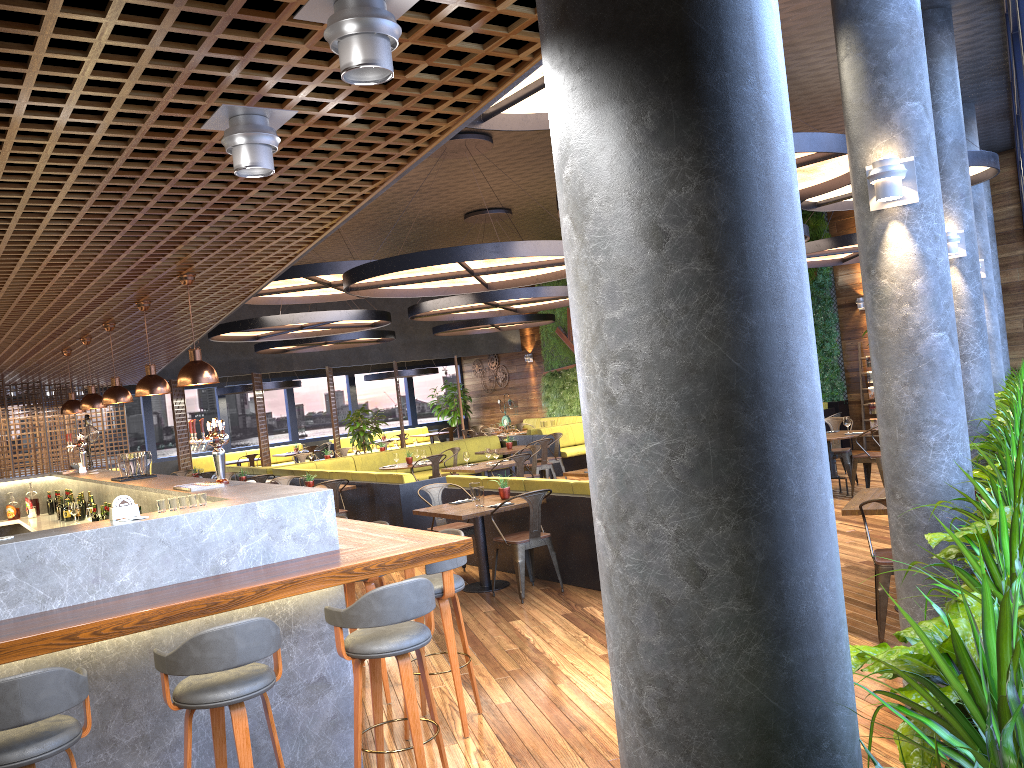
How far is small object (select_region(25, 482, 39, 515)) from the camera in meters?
9.9

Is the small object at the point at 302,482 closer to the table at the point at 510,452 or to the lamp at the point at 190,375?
the table at the point at 510,452

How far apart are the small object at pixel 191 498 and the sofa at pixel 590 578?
4.0 meters

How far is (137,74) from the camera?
2.3m

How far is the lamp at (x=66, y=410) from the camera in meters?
9.3 m

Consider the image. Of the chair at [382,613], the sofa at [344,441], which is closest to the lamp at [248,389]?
the sofa at [344,441]

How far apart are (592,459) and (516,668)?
4.6 meters

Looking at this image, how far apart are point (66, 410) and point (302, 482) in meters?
2.9

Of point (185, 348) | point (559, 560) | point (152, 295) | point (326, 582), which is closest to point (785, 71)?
point (326, 582)

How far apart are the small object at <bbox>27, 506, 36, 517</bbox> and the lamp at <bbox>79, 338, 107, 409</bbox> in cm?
224
